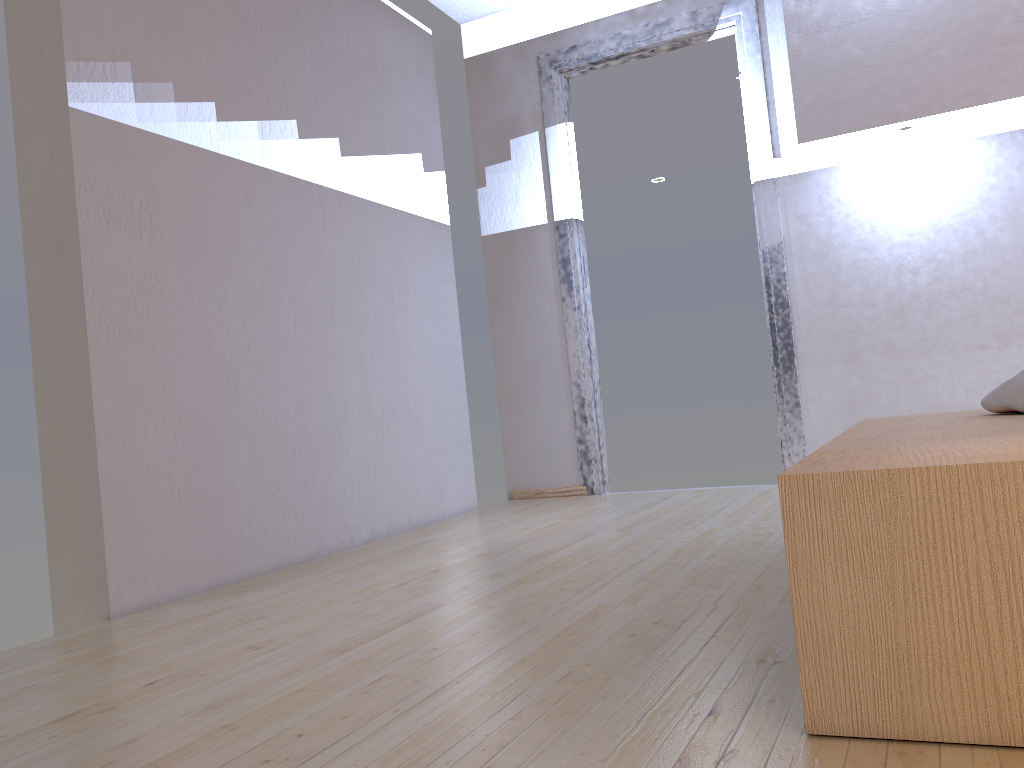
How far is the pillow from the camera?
1.8m

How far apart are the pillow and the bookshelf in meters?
0.0

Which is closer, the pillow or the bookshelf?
the bookshelf

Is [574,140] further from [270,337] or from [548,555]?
[548,555]

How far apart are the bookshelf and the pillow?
0.0m

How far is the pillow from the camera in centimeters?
183cm

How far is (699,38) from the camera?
4.0m

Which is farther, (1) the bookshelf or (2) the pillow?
(2) the pillow

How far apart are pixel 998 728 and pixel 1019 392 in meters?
1.1
